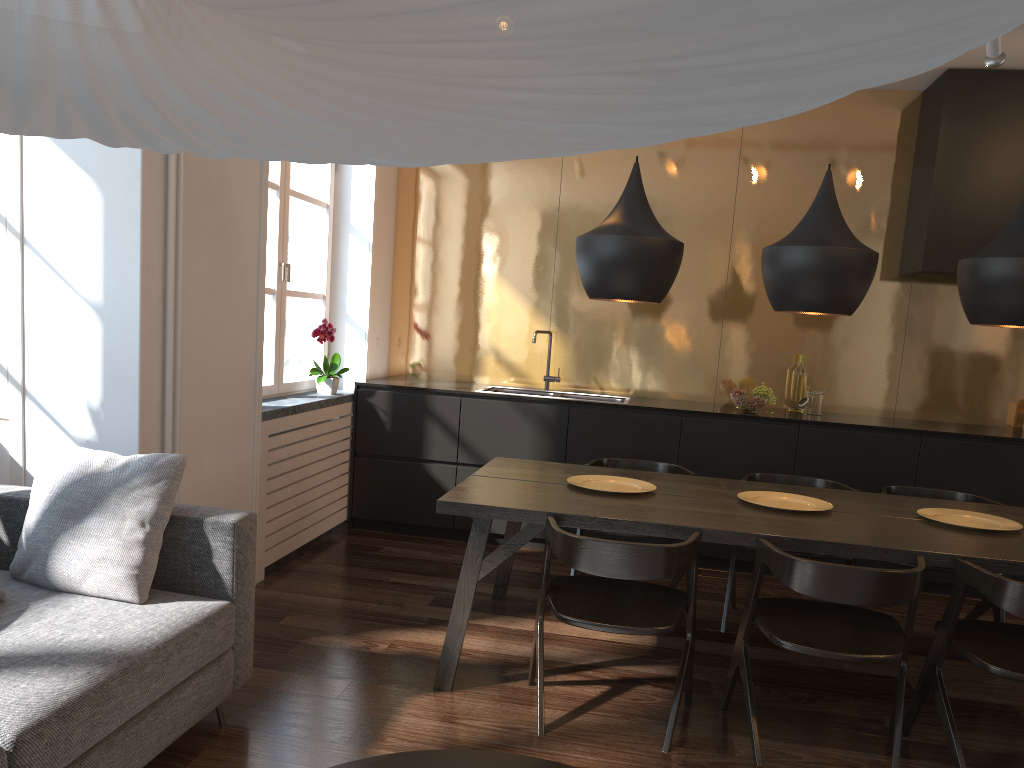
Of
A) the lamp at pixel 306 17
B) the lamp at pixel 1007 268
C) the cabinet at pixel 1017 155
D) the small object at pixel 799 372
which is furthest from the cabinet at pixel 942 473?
the lamp at pixel 306 17

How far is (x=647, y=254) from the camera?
3.2m

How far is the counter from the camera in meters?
4.9 m

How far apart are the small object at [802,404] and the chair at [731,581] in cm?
105

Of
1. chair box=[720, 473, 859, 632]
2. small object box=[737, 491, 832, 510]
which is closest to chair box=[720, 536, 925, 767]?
small object box=[737, 491, 832, 510]

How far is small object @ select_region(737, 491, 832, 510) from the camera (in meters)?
3.36

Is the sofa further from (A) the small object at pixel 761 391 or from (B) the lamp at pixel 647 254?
(A) the small object at pixel 761 391

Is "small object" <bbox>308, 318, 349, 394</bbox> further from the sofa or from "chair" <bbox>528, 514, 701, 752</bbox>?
"chair" <bbox>528, 514, 701, 752</bbox>

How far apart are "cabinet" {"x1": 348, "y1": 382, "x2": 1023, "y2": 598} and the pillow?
2.5m

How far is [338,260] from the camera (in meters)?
5.42
